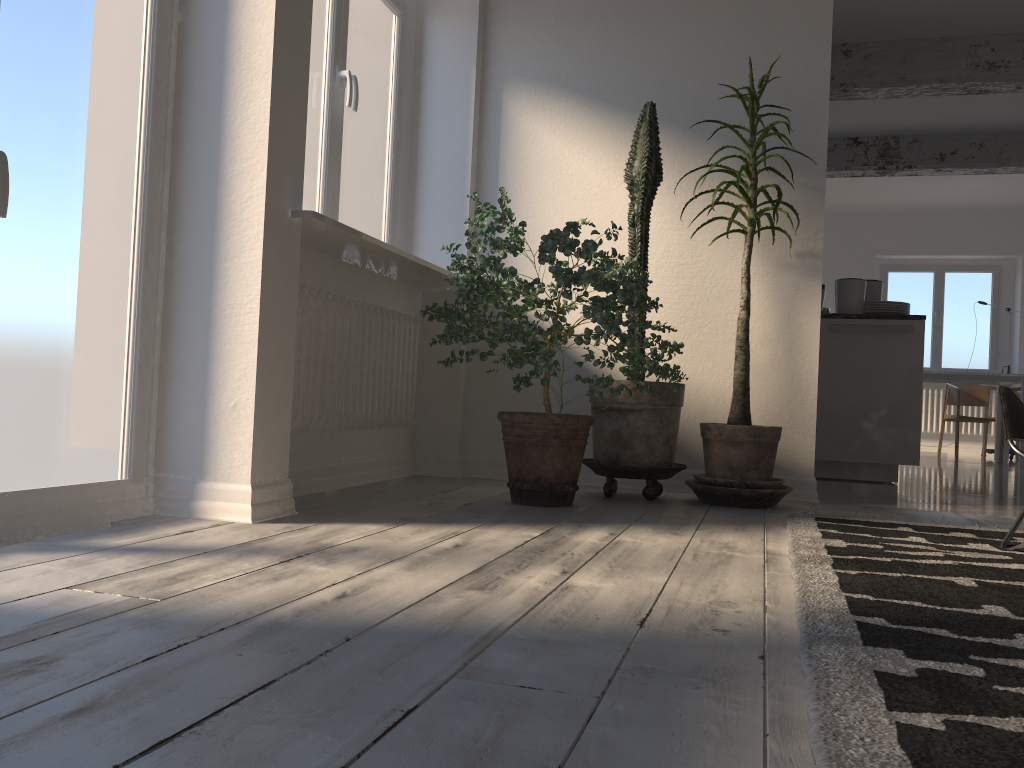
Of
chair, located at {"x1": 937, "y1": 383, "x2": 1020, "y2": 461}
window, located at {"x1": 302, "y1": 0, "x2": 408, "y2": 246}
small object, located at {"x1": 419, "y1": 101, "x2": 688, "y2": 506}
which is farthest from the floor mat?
chair, located at {"x1": 937, "y1": 383, "x2": 1020, "y2": 461}

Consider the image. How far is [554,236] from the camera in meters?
3.1 m

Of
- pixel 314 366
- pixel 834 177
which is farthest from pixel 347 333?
pixel 834 177

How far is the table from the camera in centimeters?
822cm

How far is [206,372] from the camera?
2.64m

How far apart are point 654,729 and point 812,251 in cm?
330

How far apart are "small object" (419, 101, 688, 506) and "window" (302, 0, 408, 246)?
0.6m

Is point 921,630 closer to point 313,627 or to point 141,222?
point 313,627

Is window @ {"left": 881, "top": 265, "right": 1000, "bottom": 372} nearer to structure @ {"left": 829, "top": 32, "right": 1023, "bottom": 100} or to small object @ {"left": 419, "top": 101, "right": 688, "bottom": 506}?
structure @ {"left": 829, "top": 32, "right": 1023, "bottom": 100}

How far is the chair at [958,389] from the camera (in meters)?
9.19
